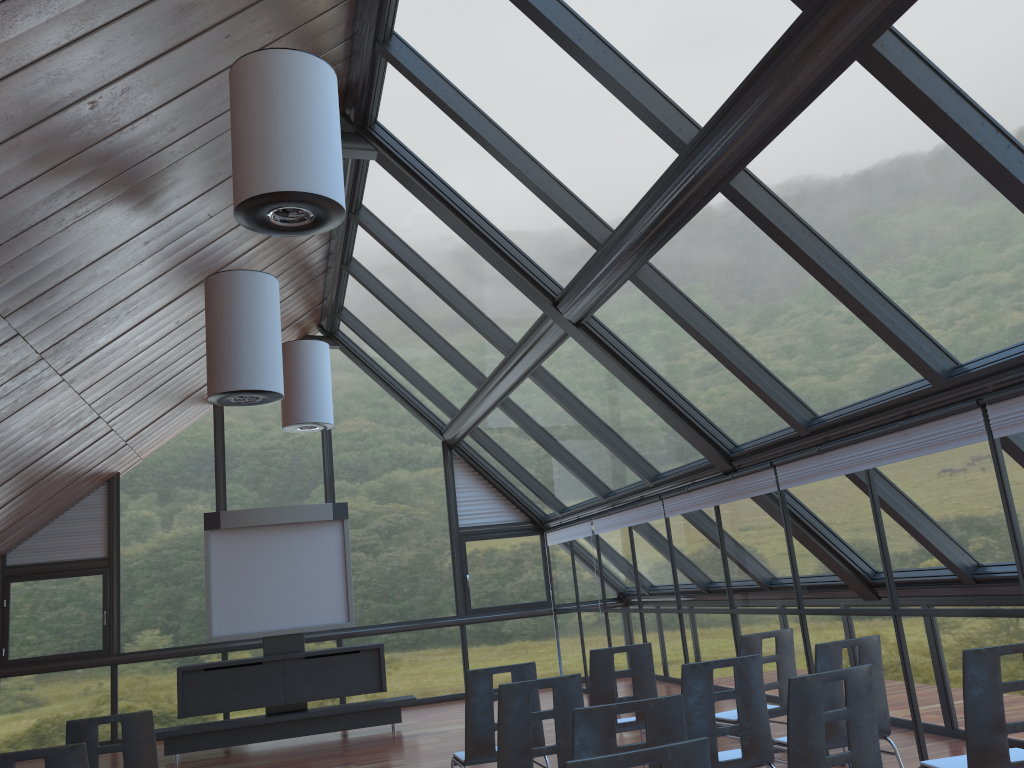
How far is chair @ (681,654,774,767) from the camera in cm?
468

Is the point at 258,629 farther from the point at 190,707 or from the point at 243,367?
the point at 243,367

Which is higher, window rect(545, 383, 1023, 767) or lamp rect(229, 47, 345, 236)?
lamp rect(229, 47, 345, 236)

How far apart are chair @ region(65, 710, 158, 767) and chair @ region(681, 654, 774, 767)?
3.1m

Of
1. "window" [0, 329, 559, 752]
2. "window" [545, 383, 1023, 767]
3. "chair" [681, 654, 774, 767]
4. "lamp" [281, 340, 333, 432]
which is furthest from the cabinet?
"chair" [681, 654, 774, 767]

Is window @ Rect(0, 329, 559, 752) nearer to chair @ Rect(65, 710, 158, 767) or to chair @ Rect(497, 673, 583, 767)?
chair @ Rect(65, 710, 158, 767)

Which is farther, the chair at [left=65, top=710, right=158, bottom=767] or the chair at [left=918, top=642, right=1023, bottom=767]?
the chair at [left=65, top=710, right=158, bottom=767]

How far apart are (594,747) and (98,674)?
11.8 meters

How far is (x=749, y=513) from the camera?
8.4 meters

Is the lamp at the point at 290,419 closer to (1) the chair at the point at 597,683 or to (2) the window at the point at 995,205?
(2) the window at the point at 995,205
